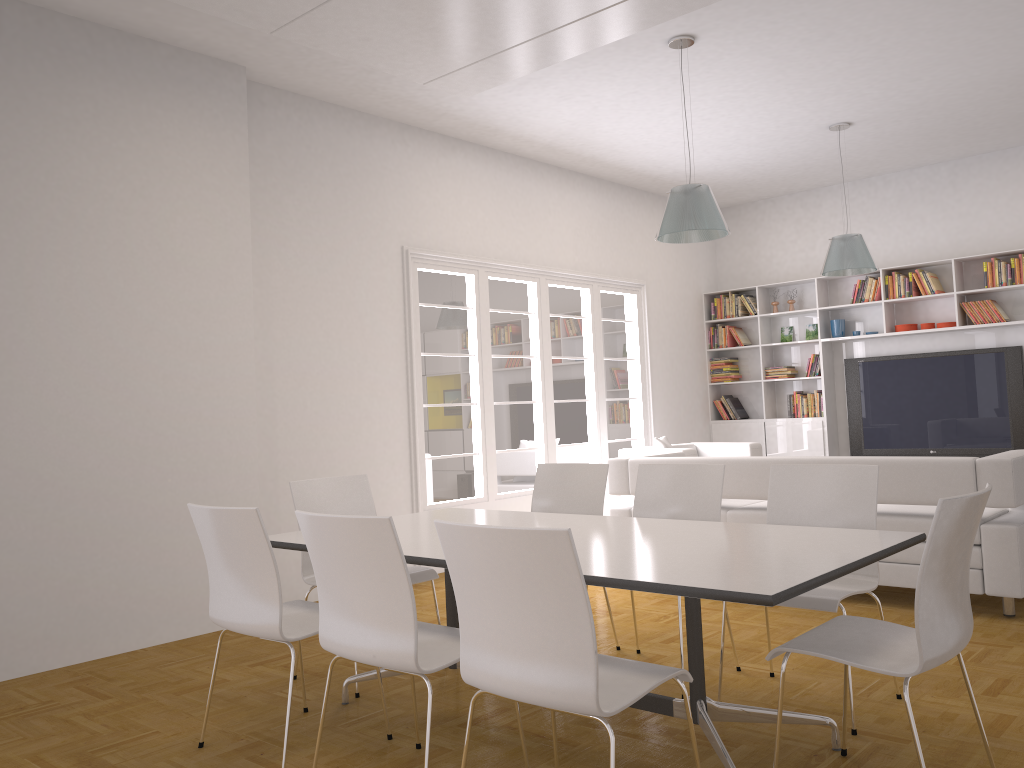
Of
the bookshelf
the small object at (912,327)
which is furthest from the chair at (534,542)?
the small object at (912,327)

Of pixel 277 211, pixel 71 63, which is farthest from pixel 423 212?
pixel 71 63

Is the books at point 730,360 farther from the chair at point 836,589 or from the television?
the chair at point 836,589

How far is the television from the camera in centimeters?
829cm

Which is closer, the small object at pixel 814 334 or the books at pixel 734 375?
the small object at pixel 814 334

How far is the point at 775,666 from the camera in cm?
407

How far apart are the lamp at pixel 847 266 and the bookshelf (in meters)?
1.45

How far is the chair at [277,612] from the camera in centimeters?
310cm

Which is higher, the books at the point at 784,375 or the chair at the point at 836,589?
the books at the point at 784,375

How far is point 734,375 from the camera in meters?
10.0
